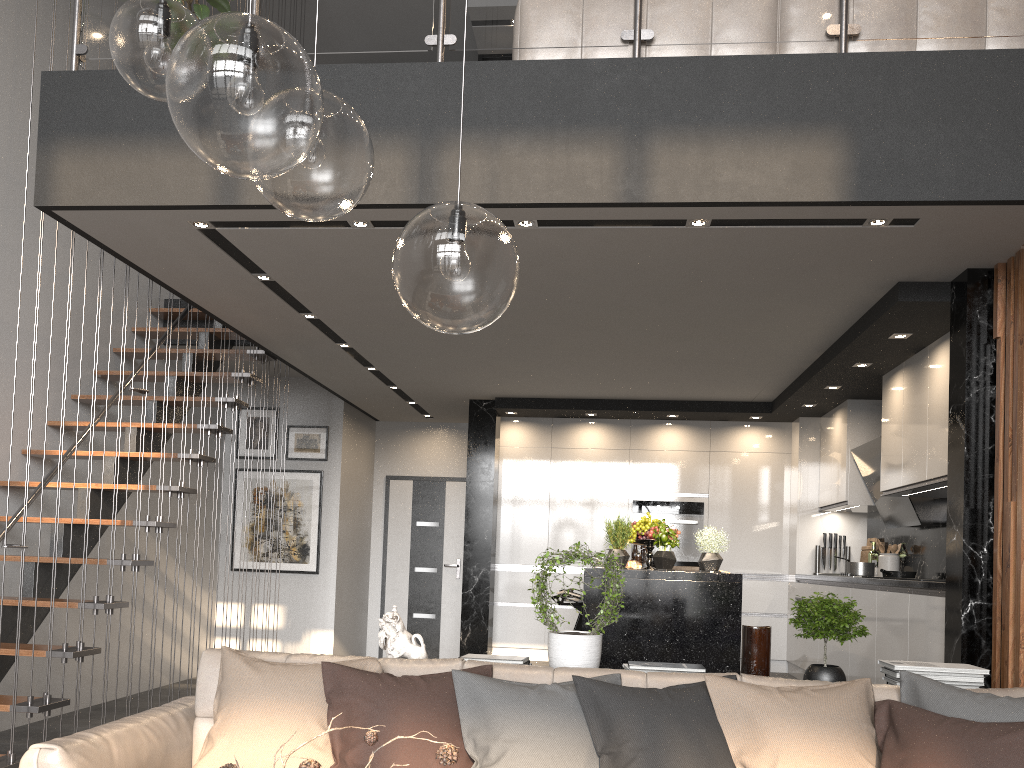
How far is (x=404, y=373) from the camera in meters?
7.1 m

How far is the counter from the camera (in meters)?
4.36

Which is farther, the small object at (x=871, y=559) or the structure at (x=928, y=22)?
the small object at (x=871, y=559)

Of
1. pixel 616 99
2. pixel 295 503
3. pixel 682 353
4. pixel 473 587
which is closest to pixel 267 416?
pixel 295 503

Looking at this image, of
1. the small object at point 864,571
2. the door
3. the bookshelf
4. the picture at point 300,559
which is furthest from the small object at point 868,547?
the bookshelf

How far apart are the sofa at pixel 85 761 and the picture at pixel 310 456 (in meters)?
5.26

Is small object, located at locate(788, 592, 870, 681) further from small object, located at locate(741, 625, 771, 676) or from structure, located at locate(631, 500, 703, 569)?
structure, located at locate(631, 500, 703, 569)

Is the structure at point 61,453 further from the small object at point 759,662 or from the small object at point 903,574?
the small object at point 903,574

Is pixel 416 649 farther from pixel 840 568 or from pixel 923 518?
pixel 840 568

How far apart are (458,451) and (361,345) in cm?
341
